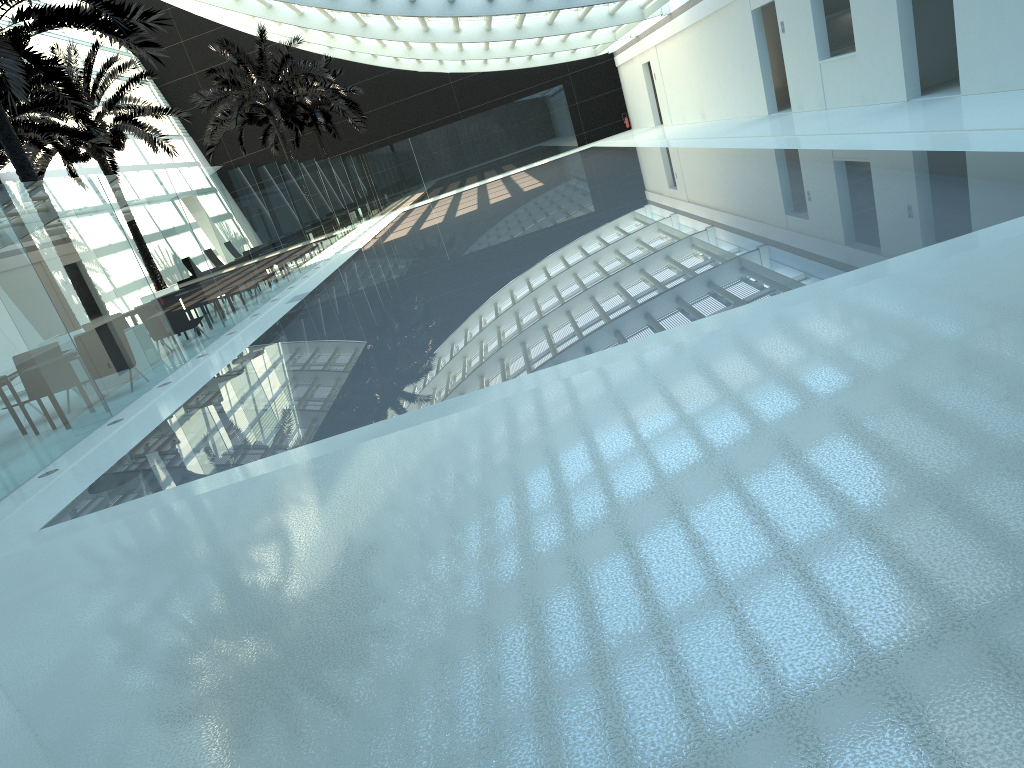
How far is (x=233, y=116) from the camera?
28.95m

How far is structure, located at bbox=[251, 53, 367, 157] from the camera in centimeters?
3706cm

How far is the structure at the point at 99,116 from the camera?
22.25m

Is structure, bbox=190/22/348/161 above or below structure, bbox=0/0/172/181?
above

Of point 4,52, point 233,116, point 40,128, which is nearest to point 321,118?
point 233,116

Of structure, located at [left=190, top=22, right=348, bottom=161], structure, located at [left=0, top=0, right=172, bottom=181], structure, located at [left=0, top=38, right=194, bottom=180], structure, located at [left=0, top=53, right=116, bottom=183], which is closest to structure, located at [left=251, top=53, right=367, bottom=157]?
structure, located at [left=190, top=22, right=348, bottom=161]

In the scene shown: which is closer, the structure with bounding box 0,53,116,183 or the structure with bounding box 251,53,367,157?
the structure with bounding box 0,53,116,183

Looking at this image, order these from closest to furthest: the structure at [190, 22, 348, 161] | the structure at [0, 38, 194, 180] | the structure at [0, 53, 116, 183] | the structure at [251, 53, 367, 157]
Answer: the structure at [0, 53, 116, 183]
the structure at [0, 38, 194, 180]
the structure at [190, 22, 348, 161]
the structure at [251, 53, 367, 157]

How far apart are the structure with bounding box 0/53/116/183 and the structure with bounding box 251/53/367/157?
17.4m

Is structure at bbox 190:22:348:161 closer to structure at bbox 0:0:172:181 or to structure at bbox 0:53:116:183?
structure at bbox 0:53:116:183
